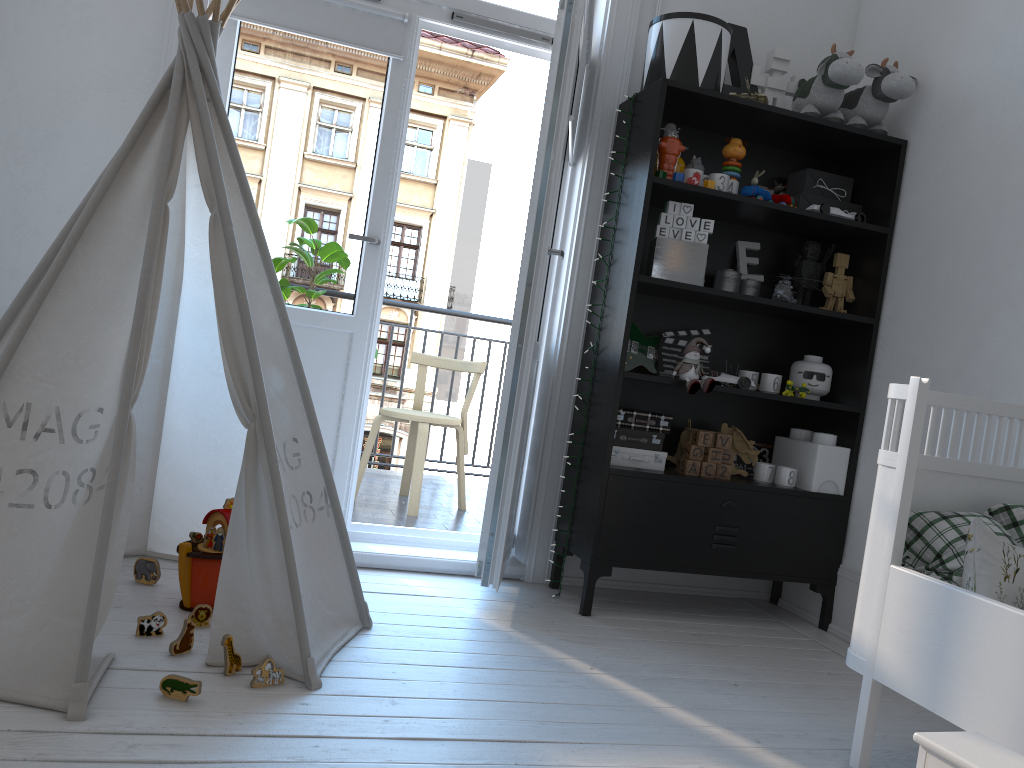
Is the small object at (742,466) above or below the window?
below

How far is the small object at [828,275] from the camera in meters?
3.1 m

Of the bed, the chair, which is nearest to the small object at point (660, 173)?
the bed

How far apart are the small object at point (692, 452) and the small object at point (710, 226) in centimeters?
71cm

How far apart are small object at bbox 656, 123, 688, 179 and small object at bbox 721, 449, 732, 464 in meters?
0.9 m

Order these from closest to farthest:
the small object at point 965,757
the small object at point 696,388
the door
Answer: the small object at point 965,757, the door, the small object at point 696,388

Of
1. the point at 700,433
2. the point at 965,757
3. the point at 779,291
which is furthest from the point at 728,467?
the point at 965,757

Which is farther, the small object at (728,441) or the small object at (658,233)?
the small object at (728,441)

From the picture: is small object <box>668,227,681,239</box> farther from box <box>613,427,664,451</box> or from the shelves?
box <box>613,427,664,451</box>

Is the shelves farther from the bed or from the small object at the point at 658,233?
the bed
